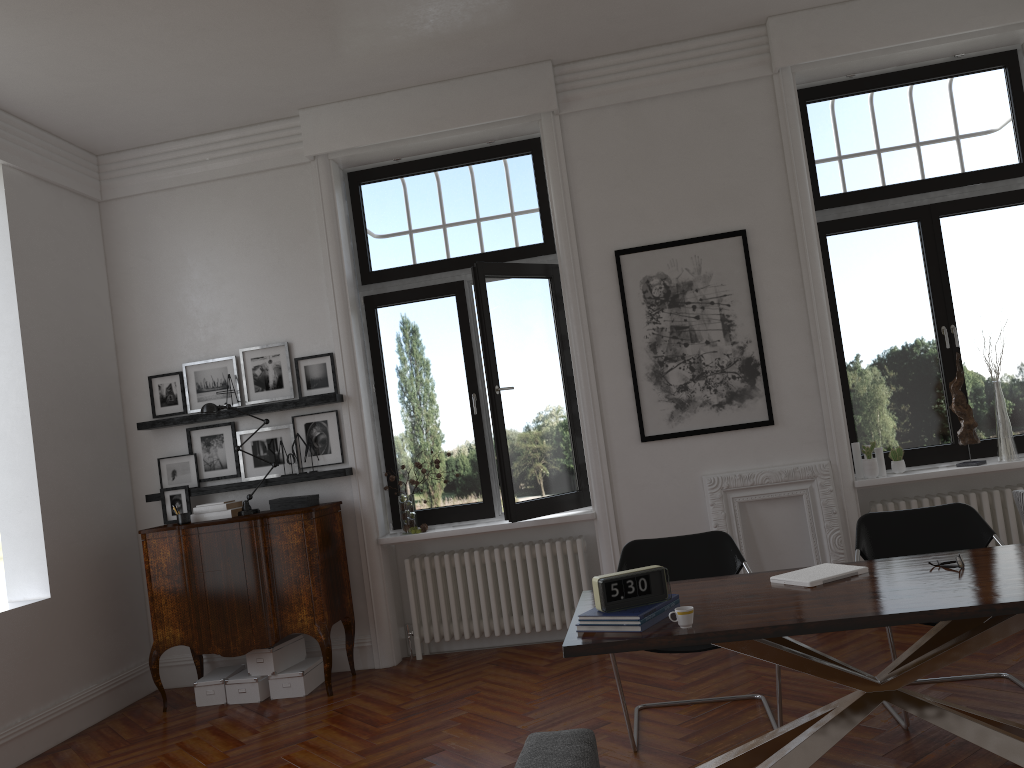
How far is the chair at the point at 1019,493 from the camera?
4.3m

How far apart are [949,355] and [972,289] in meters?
0.5

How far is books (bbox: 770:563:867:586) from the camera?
3.47m

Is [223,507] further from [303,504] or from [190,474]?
[190,474]

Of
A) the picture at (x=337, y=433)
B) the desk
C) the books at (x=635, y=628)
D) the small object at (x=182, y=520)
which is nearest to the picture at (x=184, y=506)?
the small object at (x=182, y=520)

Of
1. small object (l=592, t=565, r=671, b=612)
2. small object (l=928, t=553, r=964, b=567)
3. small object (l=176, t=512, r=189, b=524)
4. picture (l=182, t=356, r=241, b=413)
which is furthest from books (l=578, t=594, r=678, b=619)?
picture (l=182, t=356, r=241, b=413)

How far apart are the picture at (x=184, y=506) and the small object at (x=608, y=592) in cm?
403

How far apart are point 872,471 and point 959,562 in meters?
2.5 m

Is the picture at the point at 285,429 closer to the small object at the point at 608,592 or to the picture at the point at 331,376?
the picture at the point at 331,376

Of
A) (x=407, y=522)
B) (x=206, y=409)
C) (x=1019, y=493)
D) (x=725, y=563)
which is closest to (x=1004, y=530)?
(x=1019, y=493)
